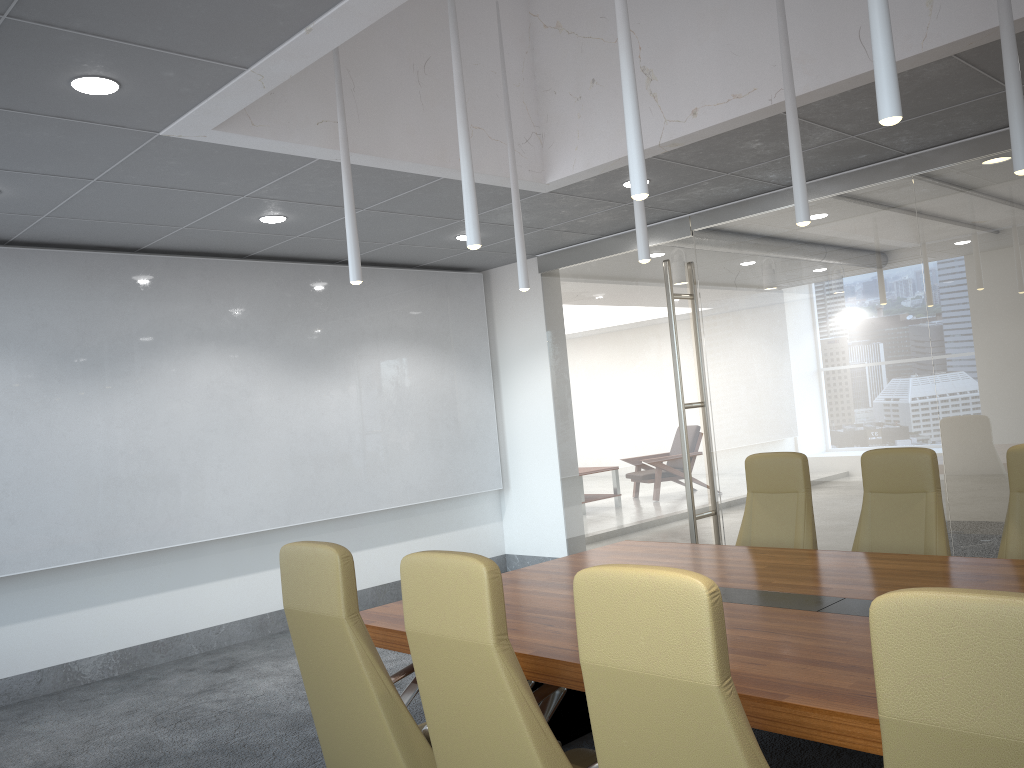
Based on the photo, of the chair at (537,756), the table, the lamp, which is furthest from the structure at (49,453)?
the chair at (537,756)

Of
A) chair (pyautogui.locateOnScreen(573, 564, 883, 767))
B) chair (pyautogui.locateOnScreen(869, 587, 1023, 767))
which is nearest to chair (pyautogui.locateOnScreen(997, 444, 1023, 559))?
chair (pyautogui.locateOnScreen(573, 564, 883, 767))

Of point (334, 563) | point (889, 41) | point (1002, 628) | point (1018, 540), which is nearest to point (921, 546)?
point (1018, 540)

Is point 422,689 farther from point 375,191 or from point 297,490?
point 297,490

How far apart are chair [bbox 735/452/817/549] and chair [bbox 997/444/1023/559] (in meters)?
1.09

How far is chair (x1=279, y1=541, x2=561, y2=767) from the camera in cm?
322

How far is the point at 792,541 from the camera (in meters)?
5.60

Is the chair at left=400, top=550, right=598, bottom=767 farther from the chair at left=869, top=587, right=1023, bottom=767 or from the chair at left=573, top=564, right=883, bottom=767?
the chair at left=869, top=587, right=1023, bottom=767

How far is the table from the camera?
2.6 meters

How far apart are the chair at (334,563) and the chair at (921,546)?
2.83m
